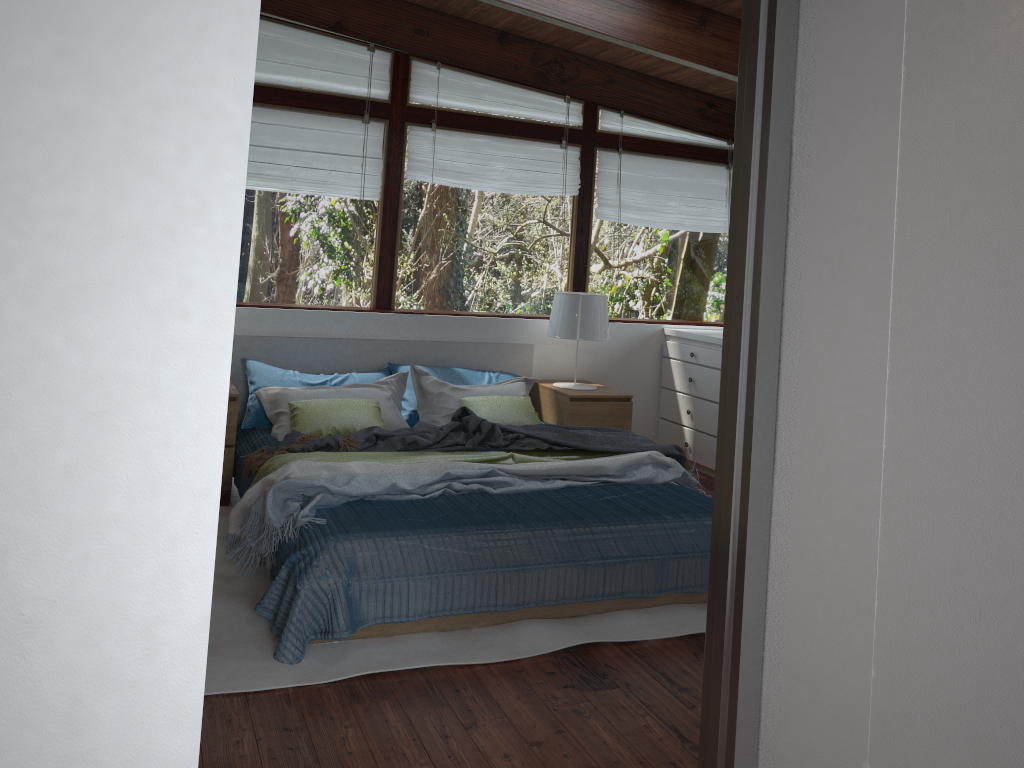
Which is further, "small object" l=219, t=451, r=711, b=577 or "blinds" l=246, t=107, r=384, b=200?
"blinds" l=246, t=107, r=384, b=200

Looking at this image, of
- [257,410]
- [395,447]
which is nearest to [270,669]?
[395,447]

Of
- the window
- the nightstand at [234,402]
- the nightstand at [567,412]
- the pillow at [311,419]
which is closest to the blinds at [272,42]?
the window

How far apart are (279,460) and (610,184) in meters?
3.2

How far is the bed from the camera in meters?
3.0

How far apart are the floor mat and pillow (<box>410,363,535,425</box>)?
1.18m

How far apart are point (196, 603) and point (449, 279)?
5.1m

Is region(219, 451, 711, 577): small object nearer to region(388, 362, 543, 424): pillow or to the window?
region(388, 362, 543, 424): pillow

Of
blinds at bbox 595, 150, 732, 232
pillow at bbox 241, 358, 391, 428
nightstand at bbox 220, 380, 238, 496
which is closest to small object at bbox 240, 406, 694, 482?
nightstand at bbox 220, 380, 238, 496

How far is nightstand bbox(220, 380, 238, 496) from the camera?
4.4 meters
